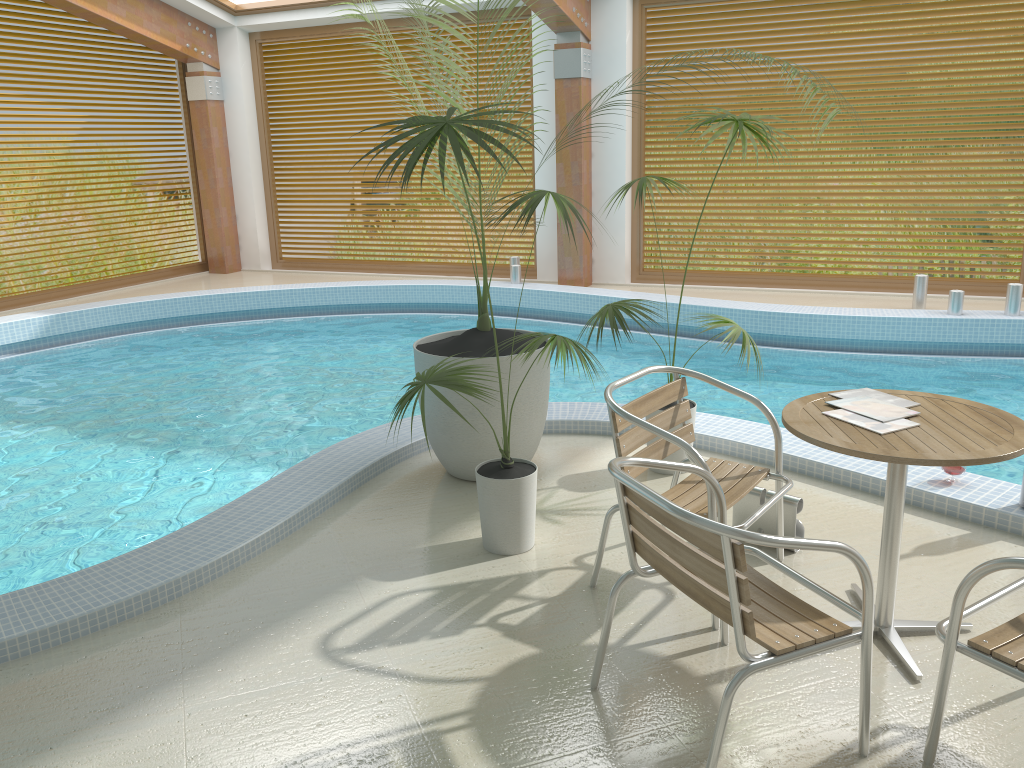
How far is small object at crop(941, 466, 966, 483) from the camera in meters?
3.8

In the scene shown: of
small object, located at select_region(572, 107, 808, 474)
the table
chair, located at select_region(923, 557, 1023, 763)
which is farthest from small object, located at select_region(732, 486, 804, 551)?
chair, located at select_region(923, 557, 1023, 763)

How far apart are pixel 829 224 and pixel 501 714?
16.05m

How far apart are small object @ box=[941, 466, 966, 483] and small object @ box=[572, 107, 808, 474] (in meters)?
1.01

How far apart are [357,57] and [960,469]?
9.3m

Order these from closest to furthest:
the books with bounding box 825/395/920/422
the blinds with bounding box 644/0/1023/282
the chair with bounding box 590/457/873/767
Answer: the chair with bounding box 590/457/873/767, the books with bounding box 825/395/920/422, the blinds with bounding box 644/0/1023/282

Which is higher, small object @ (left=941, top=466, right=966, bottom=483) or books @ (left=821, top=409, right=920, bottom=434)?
books @ (left=821, top=409, right=920, bottom=434)

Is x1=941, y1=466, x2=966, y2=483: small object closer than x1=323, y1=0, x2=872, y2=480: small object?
Yes

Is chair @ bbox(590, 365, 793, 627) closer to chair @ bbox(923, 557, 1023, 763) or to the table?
the table

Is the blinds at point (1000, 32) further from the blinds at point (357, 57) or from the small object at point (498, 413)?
the small object at point (498, 413)
